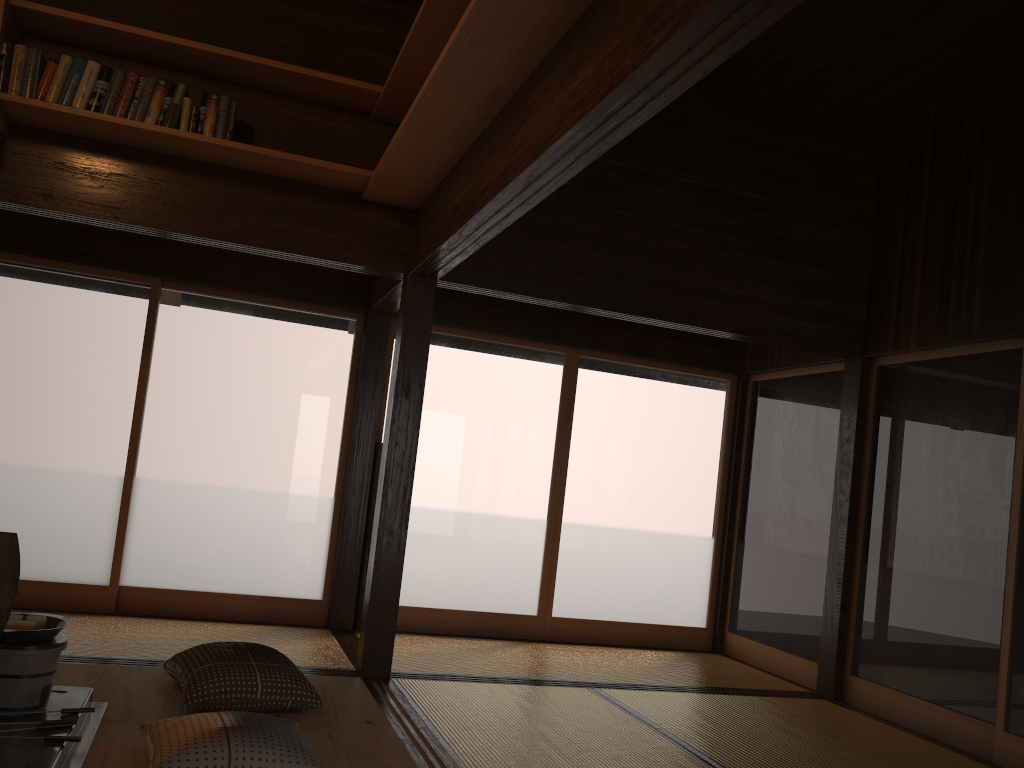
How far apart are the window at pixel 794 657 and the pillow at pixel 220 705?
3.2m

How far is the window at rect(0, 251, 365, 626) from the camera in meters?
5.1 m

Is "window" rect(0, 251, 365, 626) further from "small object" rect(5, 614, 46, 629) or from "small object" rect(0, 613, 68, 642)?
"small object" rect(5, 614, 46, 629)

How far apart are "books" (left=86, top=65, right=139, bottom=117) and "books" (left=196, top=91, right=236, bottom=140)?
0.29m

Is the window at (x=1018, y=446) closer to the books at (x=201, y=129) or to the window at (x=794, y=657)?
the window at (x=794, y=657)

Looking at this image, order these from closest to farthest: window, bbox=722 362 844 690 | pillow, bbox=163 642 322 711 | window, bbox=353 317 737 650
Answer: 1. pillow, bbox=163 642 322 711
2. window, bbox=722 362 844 690
3. window, bbox=353 317 737 650

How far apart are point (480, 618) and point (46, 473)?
2.8m

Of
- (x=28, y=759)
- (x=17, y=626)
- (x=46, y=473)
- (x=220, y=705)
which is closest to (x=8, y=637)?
(x=17, y=626)

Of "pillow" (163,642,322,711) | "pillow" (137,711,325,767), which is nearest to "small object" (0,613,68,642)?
"pillow" (137,711,325,767)

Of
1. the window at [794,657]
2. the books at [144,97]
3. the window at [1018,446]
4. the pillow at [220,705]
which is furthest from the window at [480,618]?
the books at [144,97]
